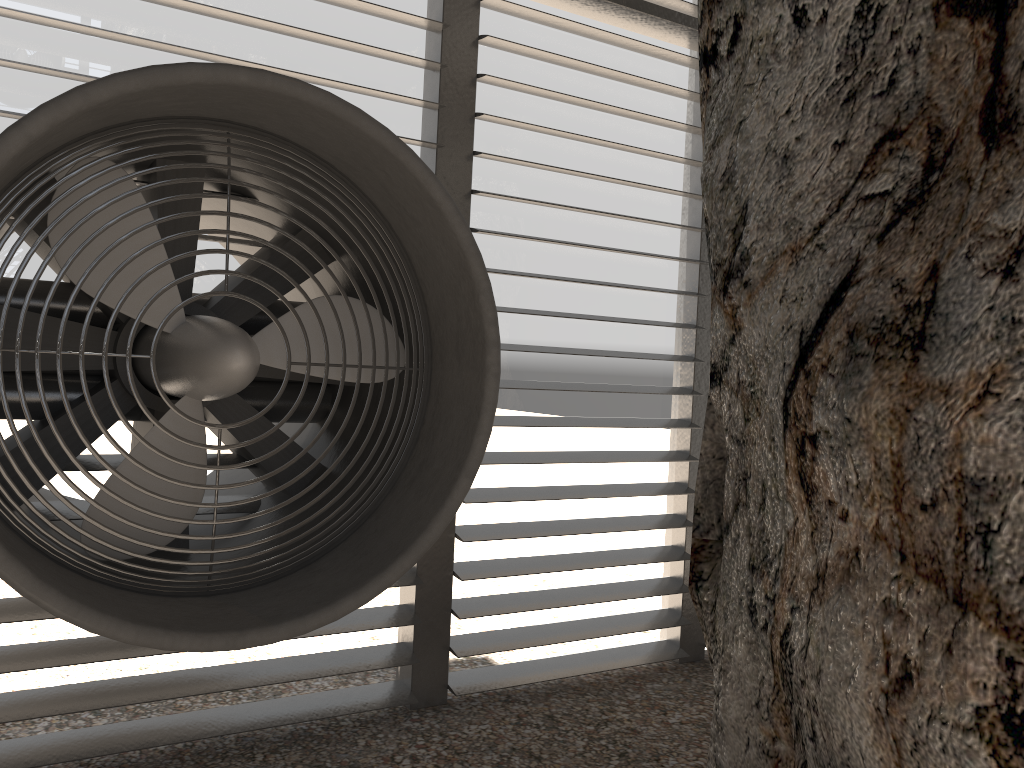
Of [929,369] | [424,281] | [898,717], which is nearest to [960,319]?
[929,369]

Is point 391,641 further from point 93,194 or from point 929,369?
point 929,369
